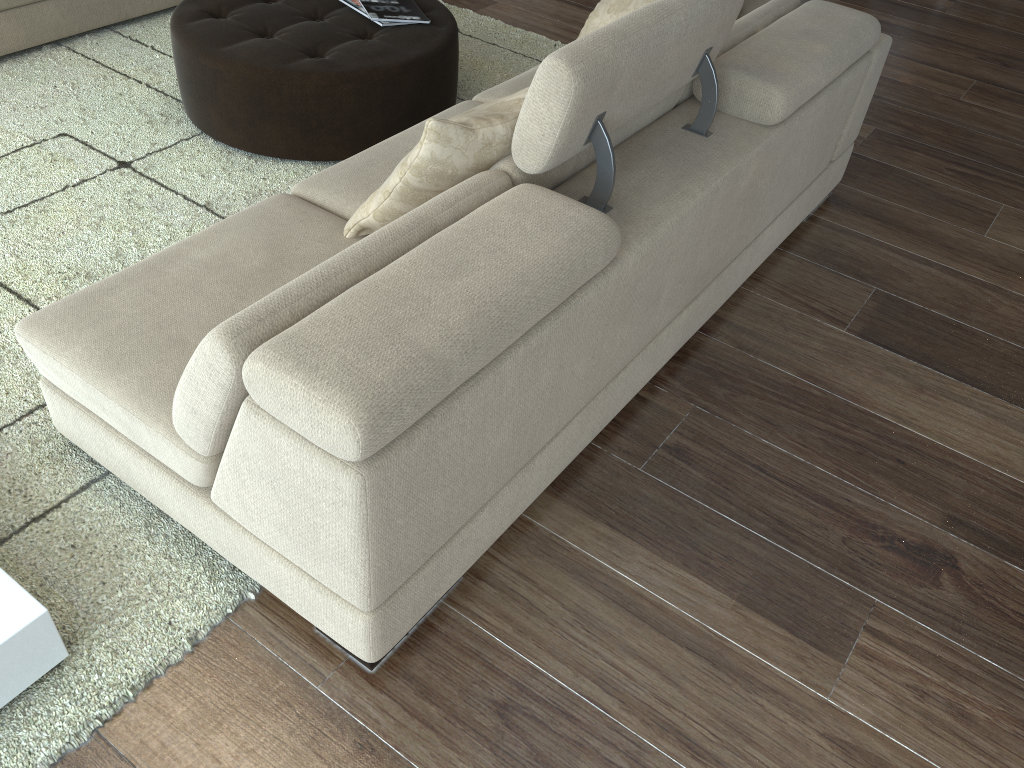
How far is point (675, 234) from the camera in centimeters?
199cm

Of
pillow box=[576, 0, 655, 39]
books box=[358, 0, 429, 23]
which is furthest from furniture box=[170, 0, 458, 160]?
pillow box=[576, 0, 655, 39]

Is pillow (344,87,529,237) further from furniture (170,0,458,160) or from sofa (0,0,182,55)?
sofa (0,0,182,55)

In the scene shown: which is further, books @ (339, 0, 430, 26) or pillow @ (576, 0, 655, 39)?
books @ (339, 0, 430, 26)

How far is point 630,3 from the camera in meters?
3.0 m

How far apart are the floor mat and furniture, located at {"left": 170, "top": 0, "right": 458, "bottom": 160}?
0.0m

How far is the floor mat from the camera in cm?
169

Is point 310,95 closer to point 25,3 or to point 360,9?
point 360,9

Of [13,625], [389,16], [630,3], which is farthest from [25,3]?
[13,625]

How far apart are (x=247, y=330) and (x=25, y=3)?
2.9m
